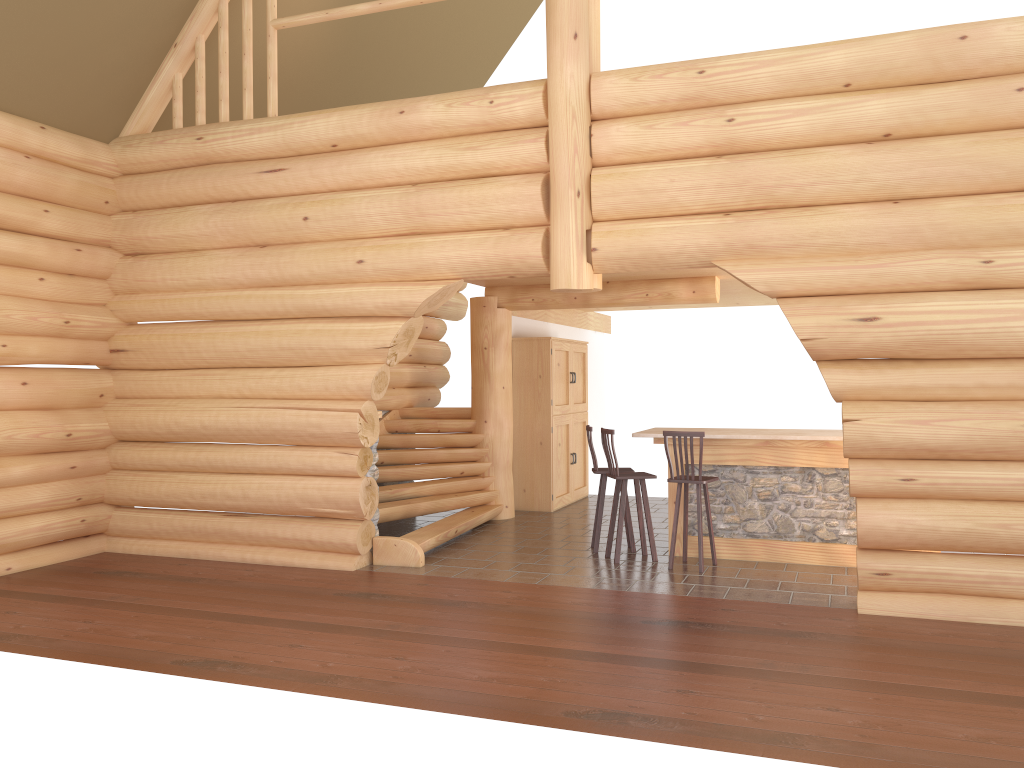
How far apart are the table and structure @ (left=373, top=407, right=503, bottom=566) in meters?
2.4

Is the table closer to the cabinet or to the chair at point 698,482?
the chair at point 698,482

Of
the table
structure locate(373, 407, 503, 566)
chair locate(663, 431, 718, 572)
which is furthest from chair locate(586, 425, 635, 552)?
structure locate(373, 407, 503, 566)

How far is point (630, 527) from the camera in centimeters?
928cm

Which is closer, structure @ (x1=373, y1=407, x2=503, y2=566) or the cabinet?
structure @ (x1=373, y1=407, x2=503, y2=566)

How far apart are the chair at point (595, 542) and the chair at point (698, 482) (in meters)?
0.98

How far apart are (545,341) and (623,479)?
3.9m

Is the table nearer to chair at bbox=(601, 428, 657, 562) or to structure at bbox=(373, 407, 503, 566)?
chair at bbox=(601, 428, 657, 562)

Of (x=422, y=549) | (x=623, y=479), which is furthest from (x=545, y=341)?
(x=422, y=549)

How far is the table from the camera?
8.6m
